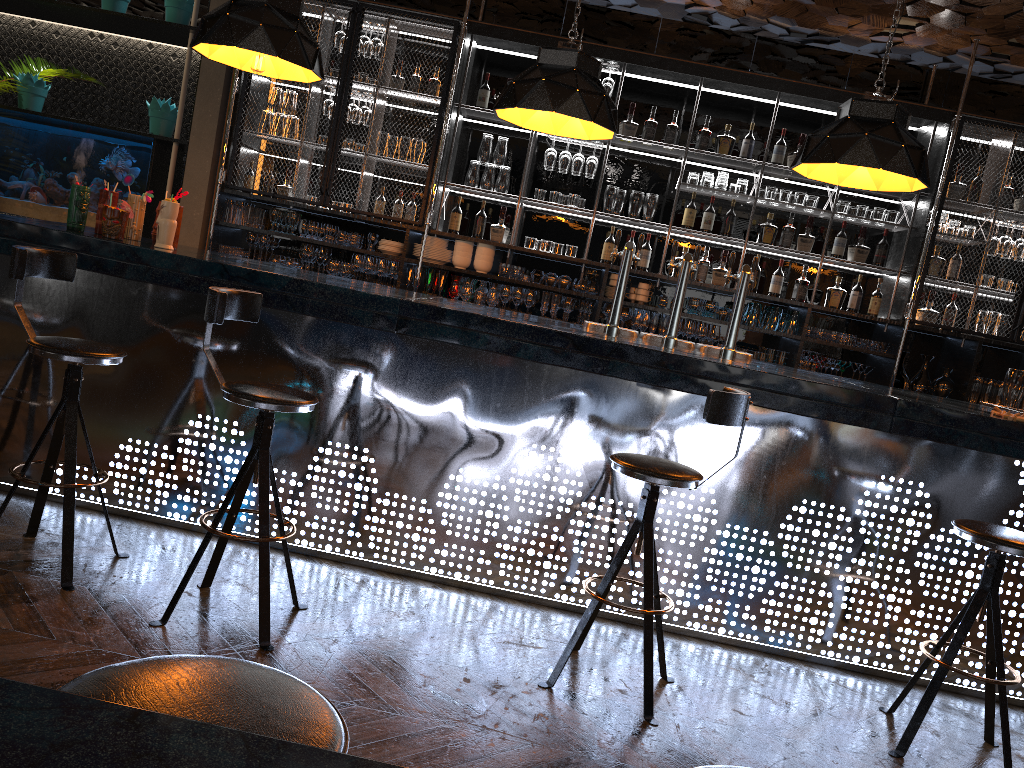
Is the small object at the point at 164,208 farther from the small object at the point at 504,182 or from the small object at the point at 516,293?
the small object at the point at 504,182

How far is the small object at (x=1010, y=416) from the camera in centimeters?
356cm

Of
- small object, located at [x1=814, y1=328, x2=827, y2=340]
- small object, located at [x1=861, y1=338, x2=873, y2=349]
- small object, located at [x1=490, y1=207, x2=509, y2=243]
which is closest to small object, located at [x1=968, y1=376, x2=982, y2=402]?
small object, located at [x1=861, y1=338, x2=873, y2=349]

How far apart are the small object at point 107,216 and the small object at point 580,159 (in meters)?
3.49

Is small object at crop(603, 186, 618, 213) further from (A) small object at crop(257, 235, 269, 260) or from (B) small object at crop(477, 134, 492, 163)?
(A) small object at crop(257, 235, 269, 260)

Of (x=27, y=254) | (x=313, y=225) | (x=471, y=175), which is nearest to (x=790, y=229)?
(x=471, y=175)

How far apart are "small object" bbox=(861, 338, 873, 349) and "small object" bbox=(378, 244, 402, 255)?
3.48m

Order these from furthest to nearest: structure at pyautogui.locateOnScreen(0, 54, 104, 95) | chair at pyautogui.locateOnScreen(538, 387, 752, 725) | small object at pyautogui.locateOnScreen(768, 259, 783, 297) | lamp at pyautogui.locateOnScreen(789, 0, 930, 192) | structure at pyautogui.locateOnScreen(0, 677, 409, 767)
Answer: structure at pyautogui.locateOnScreen(0, 54, 104, 95)
small object at pyautogui.locateOnScreen(768, 259, 783, 297)
lamp at pyautogui.locateOnScreen(789, 0, 930, 192)
chair at pyautogui.locateOnScreen(538, 387, 752, 725)
structure at pyautogui.locateOnScreen(0, 677, 409, 767)

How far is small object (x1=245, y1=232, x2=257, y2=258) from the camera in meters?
6.6

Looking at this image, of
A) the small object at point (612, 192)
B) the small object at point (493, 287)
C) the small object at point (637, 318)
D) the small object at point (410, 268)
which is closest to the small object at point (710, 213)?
the small object at point (612, 192)
